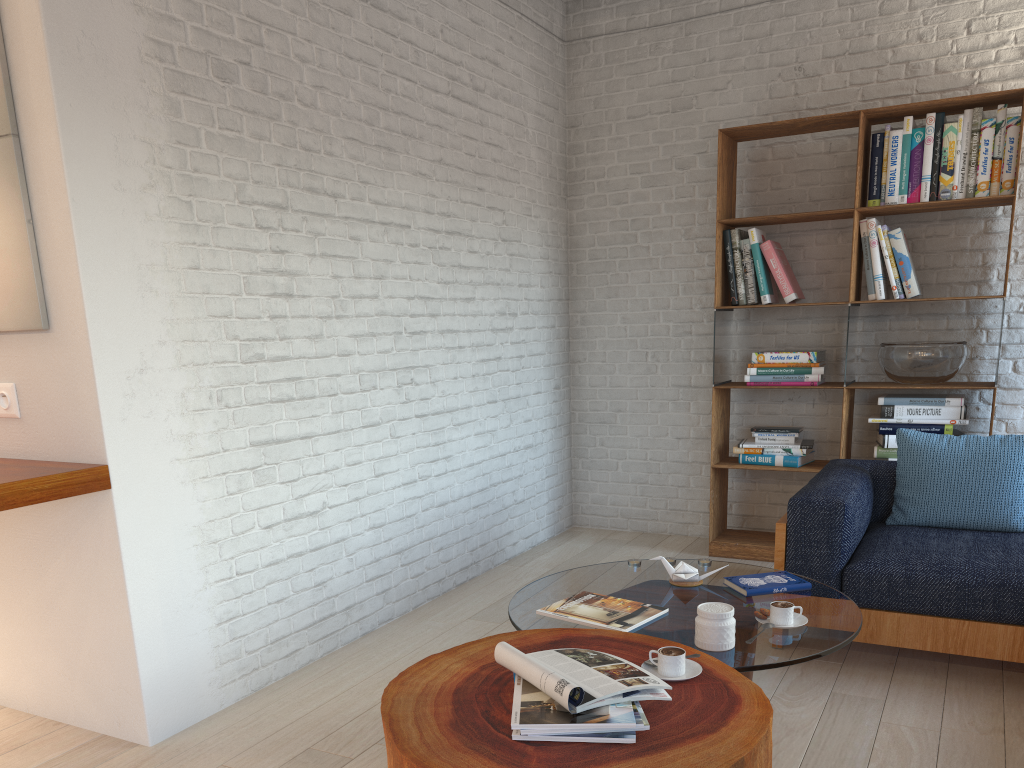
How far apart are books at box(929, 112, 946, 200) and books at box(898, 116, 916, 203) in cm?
11

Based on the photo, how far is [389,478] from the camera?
3.8 meters

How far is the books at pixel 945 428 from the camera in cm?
421

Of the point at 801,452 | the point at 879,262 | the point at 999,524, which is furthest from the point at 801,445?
the point at 999,524

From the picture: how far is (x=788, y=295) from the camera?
4.55m

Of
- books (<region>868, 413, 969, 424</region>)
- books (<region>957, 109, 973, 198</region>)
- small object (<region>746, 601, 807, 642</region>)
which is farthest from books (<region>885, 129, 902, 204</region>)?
small object (<region>746, 601, 807, 642</region>)

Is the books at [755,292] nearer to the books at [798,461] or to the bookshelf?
the bookshelf

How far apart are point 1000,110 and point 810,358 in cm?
140

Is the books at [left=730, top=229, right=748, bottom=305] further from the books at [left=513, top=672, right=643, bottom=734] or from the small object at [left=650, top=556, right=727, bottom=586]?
the books at [left=513, top=672, right=643, bottom=734]

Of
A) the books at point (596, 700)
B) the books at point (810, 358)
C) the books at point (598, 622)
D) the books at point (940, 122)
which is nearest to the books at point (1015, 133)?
the books at point (940, 122)
